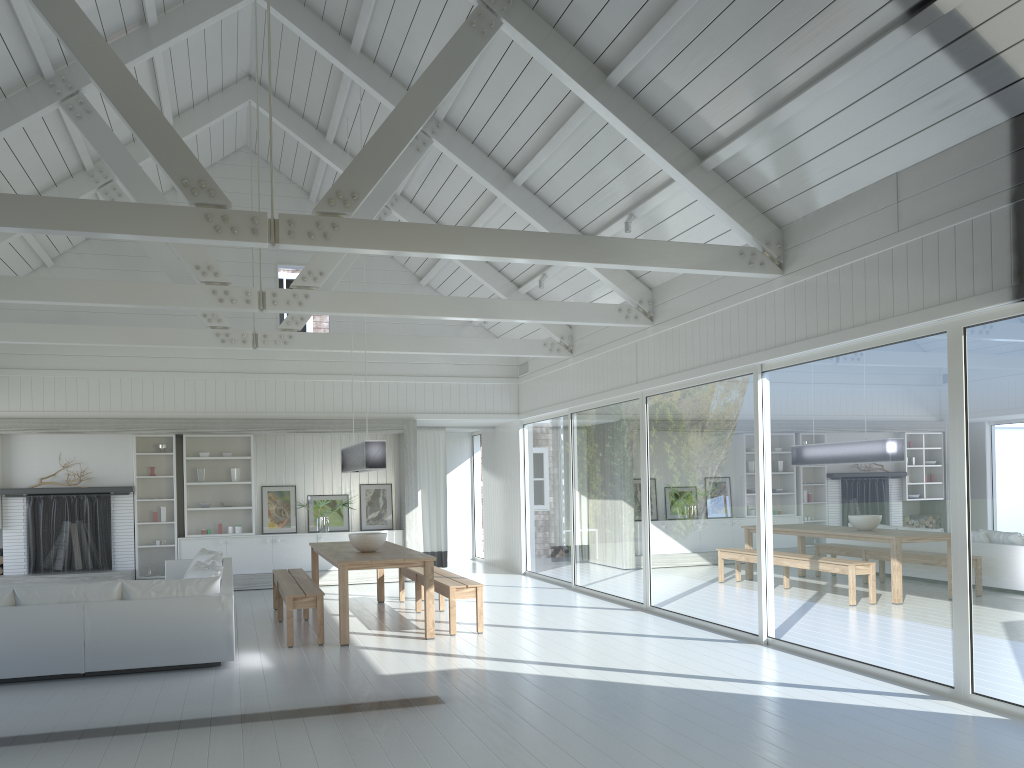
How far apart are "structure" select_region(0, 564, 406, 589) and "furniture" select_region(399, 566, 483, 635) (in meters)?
2.40

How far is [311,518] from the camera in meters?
13.0

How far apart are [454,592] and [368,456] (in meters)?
1.51

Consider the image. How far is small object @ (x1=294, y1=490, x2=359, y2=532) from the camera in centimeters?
1276cm

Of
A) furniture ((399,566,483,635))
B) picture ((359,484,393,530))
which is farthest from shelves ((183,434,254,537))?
furniture ((399,566,483,635))

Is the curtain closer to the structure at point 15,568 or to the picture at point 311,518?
the picture at point 311,518

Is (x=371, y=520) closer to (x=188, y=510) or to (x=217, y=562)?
(x=188, y=510)

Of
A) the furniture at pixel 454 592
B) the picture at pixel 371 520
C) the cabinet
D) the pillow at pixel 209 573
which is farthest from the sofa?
the picture at pixel 371 520

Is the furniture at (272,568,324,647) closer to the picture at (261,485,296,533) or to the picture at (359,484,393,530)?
the picture at (261,485,296,533)

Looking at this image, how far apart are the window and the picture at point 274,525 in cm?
350
